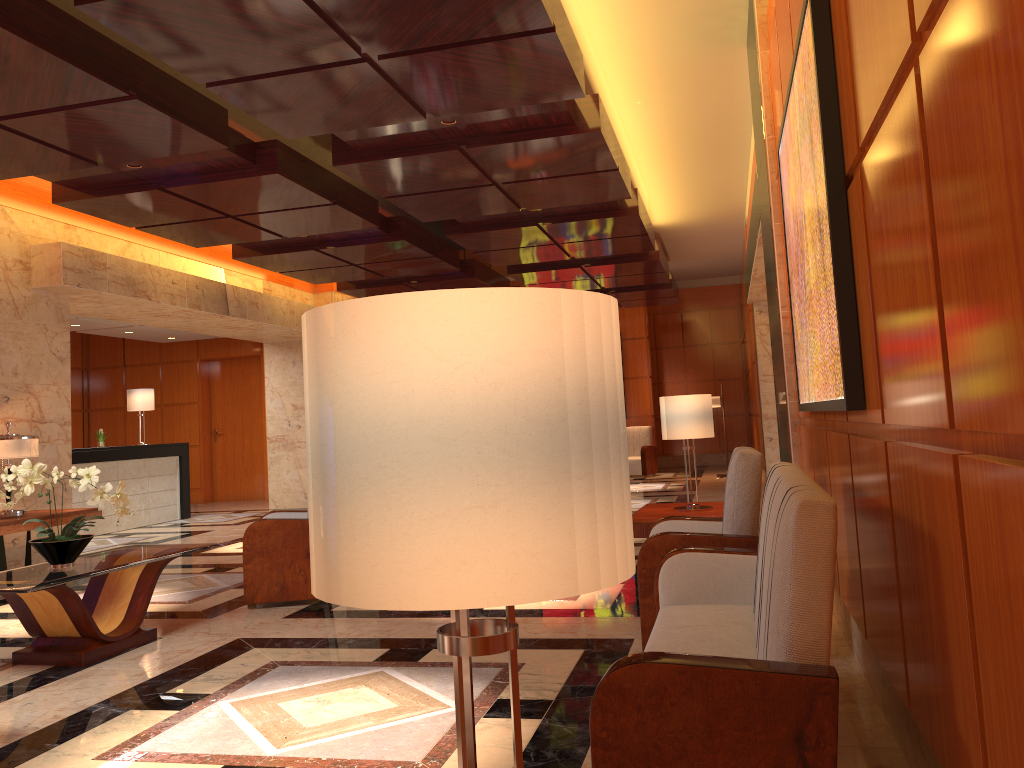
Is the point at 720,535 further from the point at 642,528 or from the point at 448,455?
A: the point at 448,455

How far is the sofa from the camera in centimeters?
197cm

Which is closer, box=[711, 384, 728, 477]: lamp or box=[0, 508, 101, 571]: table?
box=[0, 508, 101, 571]: table

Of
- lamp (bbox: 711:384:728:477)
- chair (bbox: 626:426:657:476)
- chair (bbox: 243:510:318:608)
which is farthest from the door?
chair (bbox: 243:510:318:608)

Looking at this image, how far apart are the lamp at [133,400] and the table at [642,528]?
9.4m

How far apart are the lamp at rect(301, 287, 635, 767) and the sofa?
1.19m

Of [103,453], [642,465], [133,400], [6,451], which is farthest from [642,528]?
[642,465]

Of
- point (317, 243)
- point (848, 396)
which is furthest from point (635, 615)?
point (317, 243)

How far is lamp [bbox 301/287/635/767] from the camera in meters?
0.8 m

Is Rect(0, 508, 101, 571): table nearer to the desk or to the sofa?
the desk
